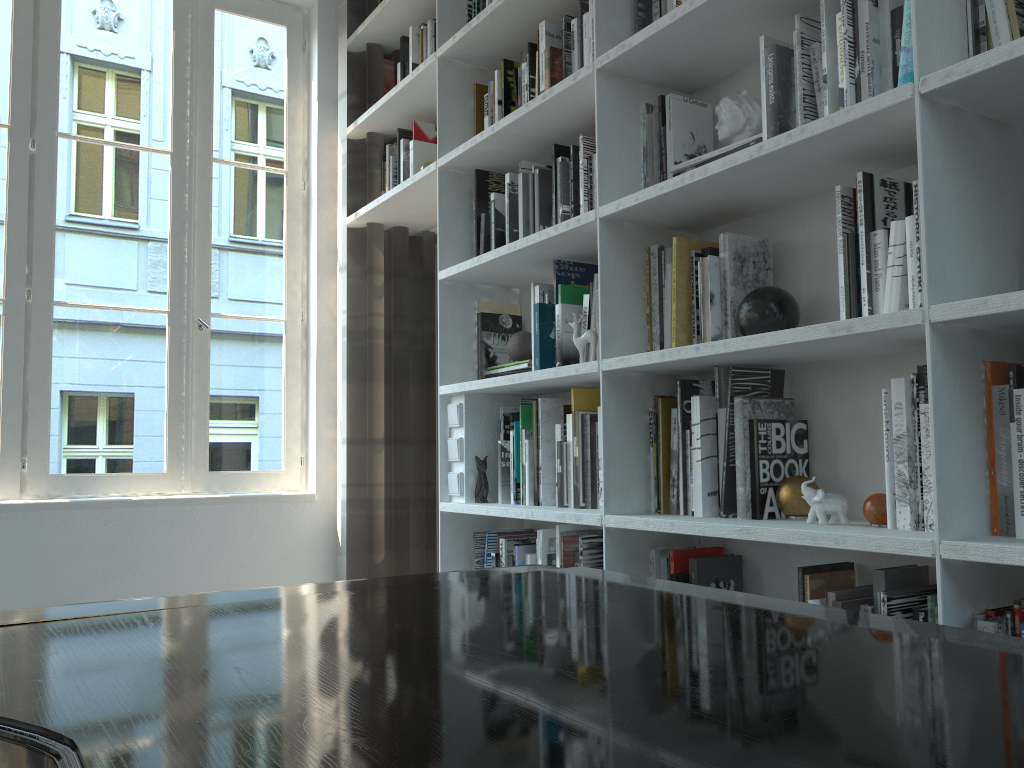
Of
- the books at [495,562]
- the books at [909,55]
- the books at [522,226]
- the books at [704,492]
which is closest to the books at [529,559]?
the books at [495,562]

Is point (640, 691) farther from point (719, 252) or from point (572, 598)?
point (719, 252)

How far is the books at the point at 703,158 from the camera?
2.0m

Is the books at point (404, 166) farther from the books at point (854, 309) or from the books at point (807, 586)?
the books at point (807, 586)

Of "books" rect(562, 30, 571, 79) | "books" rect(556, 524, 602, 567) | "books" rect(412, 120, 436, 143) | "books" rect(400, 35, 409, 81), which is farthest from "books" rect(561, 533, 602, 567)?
"books" rect(400, 35, 409, 81)

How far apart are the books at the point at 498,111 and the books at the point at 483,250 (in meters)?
0.31

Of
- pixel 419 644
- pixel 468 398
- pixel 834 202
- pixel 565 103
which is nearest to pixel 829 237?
pixel 834 202

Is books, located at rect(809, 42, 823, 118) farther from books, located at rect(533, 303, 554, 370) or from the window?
the window

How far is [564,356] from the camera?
2.42m

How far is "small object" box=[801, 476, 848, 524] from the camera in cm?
169
